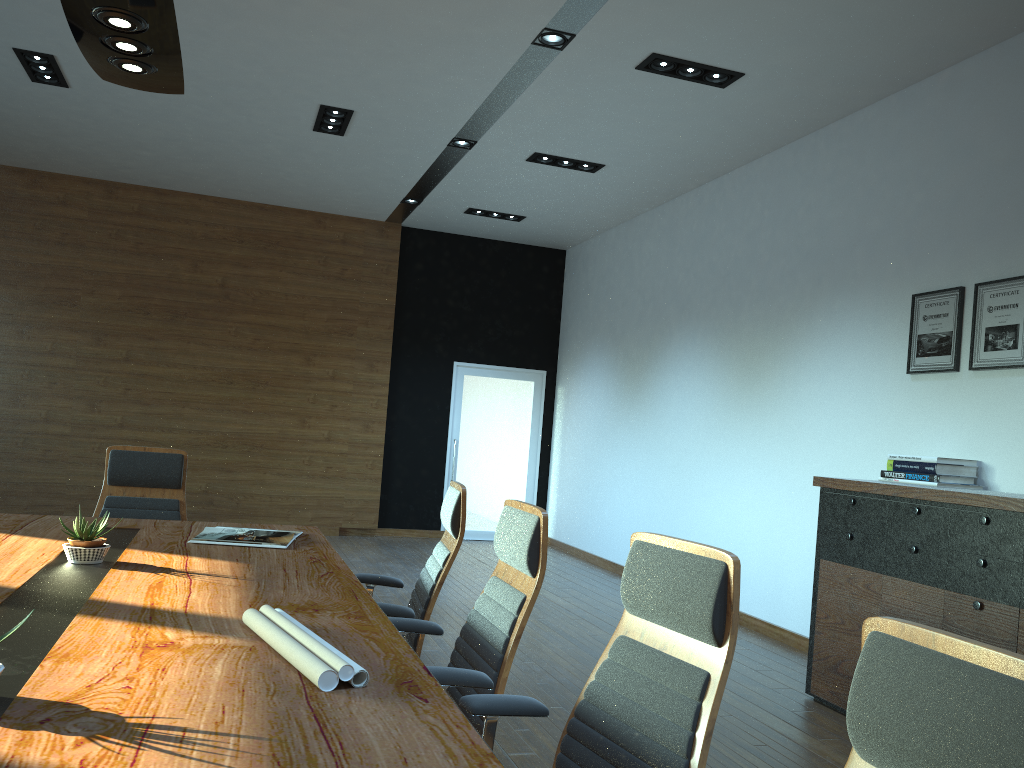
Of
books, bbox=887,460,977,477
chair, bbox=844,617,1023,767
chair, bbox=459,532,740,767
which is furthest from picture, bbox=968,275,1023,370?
chair, bbox=844,617,1023,767

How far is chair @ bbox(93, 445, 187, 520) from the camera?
4.5m

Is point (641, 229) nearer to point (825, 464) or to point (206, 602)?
point (825, 464)

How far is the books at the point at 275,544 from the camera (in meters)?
3.61

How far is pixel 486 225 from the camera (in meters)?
10.31

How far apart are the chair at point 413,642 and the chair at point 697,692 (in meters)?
1.06

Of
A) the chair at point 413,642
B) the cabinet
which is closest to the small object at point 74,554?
the chair at point 413,642

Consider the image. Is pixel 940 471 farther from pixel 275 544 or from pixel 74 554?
pixel 74 554

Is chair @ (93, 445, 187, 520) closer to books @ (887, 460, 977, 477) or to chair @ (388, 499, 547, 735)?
chair @ (388, 499, 547, 735)

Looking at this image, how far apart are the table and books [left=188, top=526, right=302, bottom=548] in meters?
0.0
